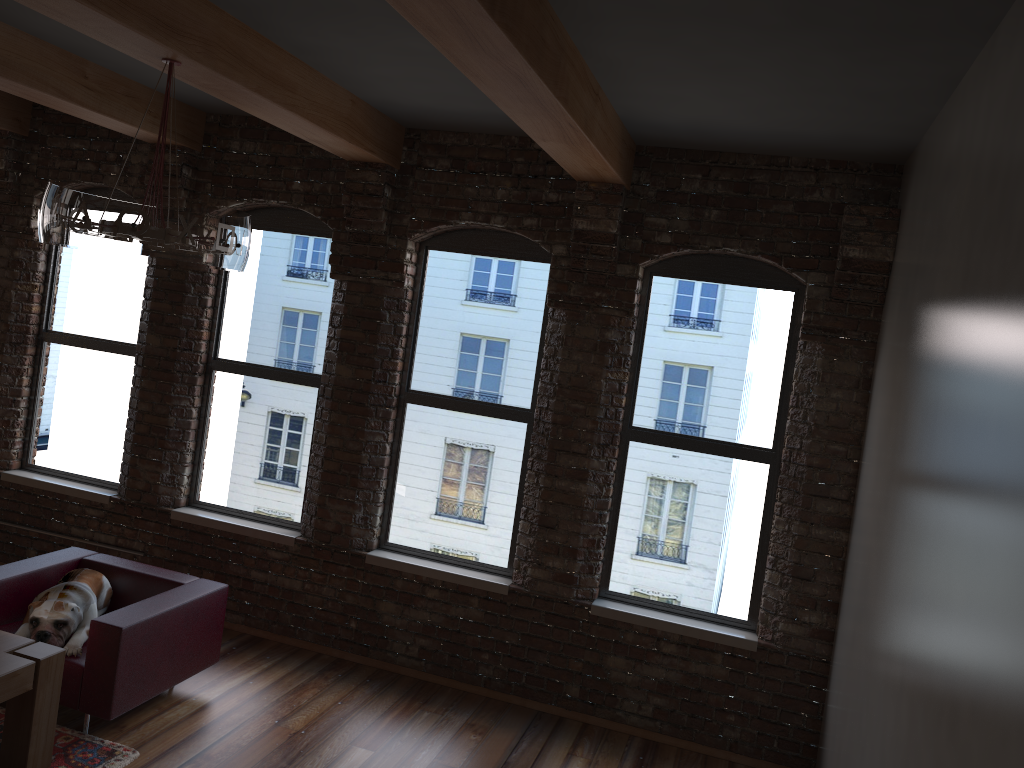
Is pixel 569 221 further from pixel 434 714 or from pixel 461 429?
pixel 434 714

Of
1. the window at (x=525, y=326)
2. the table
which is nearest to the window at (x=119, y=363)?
the window at (x=525, y=326)

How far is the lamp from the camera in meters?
3.2

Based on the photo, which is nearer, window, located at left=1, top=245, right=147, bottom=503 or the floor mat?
the floor mat

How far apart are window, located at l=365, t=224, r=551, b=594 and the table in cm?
204

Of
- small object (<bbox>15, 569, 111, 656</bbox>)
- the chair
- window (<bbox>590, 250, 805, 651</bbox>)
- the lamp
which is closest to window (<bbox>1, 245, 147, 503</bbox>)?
the chair

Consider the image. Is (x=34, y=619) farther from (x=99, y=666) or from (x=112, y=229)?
(x=112, y=229)

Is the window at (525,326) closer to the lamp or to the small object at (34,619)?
the small object at (34,619)

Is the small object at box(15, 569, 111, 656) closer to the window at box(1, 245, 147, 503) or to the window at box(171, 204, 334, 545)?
the window at box(171, 204, 334, 545)

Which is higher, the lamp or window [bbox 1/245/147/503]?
the lamp
